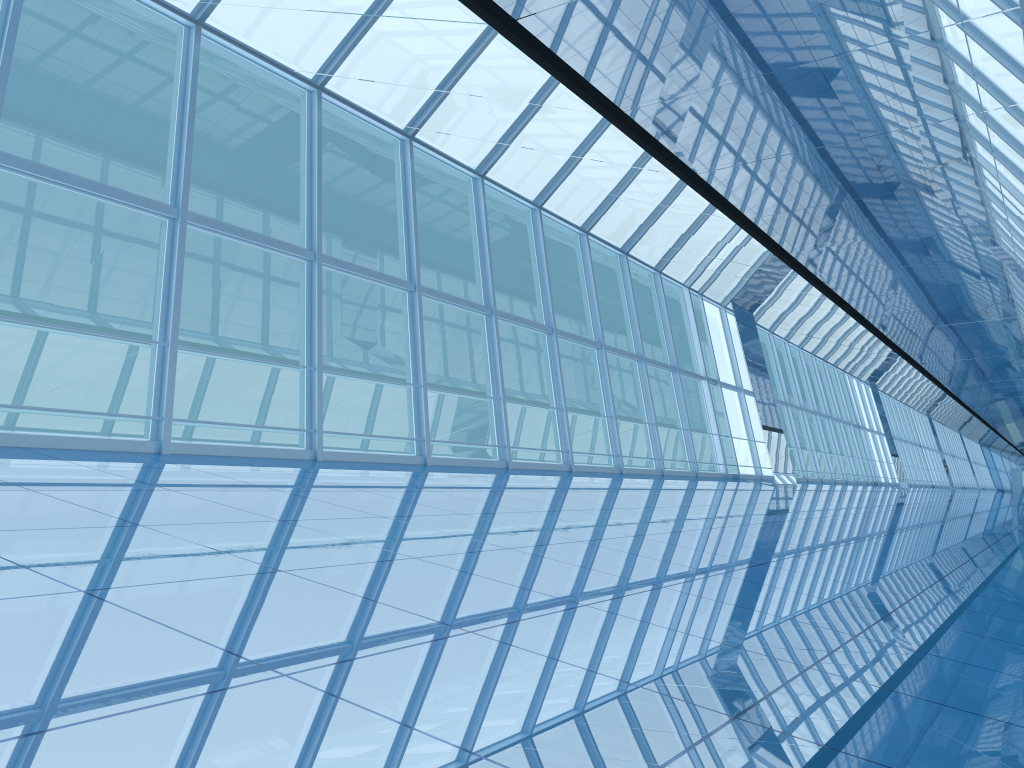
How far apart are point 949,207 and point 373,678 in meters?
10.3
